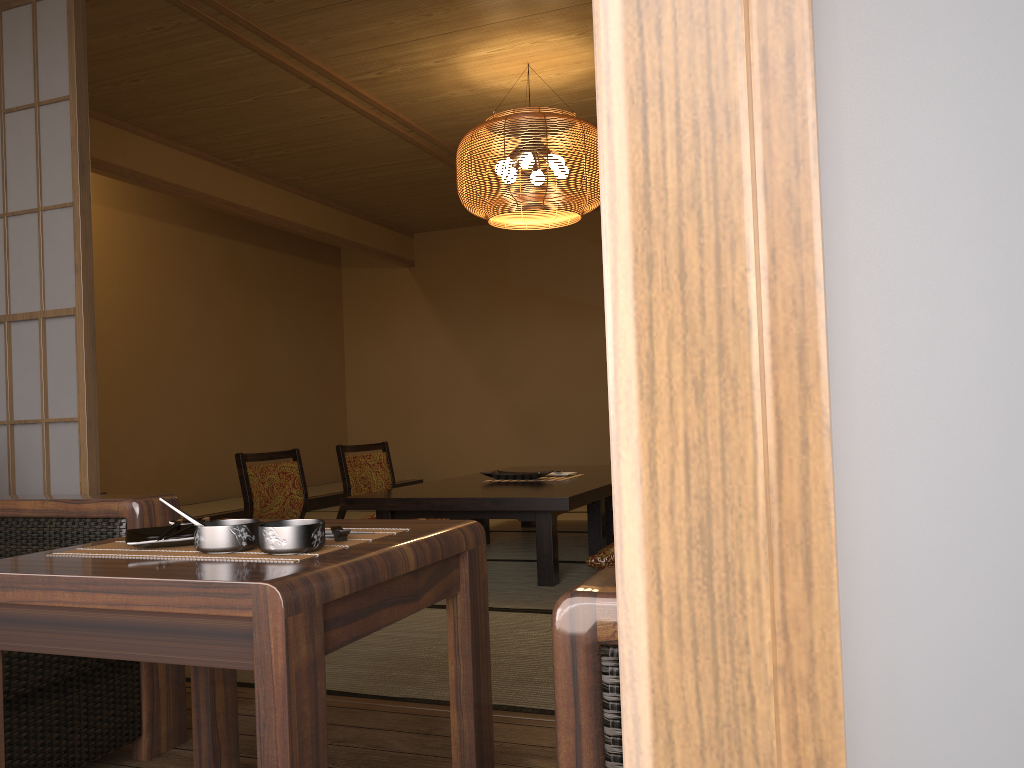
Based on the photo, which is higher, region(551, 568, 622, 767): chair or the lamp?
the lamp

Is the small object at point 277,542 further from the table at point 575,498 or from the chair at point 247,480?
the chair at point 247,480

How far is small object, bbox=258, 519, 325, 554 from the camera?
1.1 meters

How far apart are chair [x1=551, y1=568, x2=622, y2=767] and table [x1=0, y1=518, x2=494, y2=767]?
0.4m

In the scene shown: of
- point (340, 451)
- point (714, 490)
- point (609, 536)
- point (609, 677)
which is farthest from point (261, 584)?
point (340, 451)

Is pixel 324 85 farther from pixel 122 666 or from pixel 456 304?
pixel 456 304

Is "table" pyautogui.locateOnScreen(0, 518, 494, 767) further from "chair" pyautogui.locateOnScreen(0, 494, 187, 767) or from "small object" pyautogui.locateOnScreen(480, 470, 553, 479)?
"small object" pyautogui.locateOnScreen(480, 470, 553, 479)

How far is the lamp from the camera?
4.2m

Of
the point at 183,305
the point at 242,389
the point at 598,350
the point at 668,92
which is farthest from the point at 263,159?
the point at 668,92

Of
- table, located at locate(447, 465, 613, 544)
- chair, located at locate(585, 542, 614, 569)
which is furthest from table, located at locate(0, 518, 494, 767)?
table, located at locate(447, 465, 613, 544)
